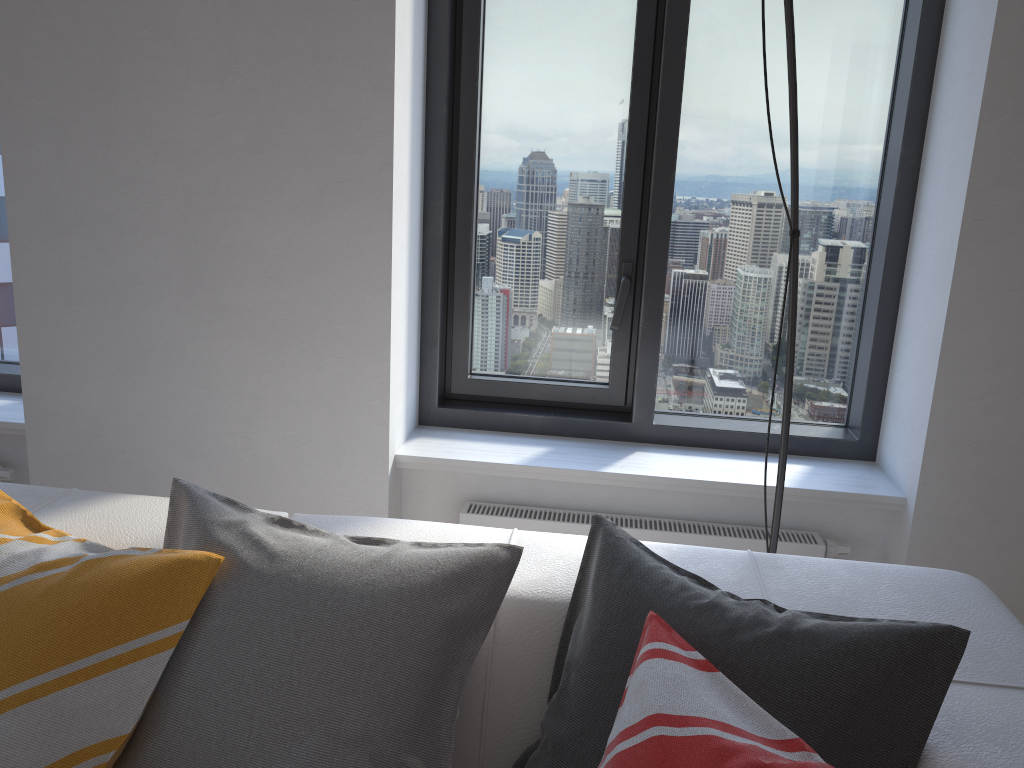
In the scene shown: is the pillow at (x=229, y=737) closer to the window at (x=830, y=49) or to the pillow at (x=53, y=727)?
the pillow at (x=53, y=727)

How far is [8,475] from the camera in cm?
250

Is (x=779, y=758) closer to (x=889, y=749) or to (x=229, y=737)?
(x=889, y=749)

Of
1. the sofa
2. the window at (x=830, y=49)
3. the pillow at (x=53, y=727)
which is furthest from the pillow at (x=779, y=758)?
the window at (x=830, y=49)

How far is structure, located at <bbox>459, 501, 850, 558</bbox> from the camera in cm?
226

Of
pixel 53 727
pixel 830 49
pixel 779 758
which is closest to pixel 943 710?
pixel 779 758

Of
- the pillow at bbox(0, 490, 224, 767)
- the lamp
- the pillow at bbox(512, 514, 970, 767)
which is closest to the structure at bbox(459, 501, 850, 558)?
the lamp

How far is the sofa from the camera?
1.1 meters

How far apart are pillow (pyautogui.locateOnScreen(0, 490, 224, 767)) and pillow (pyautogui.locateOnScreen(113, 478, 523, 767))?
0.0m

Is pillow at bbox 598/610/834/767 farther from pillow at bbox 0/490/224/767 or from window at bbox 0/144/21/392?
window at bbox 0/144/21/392
